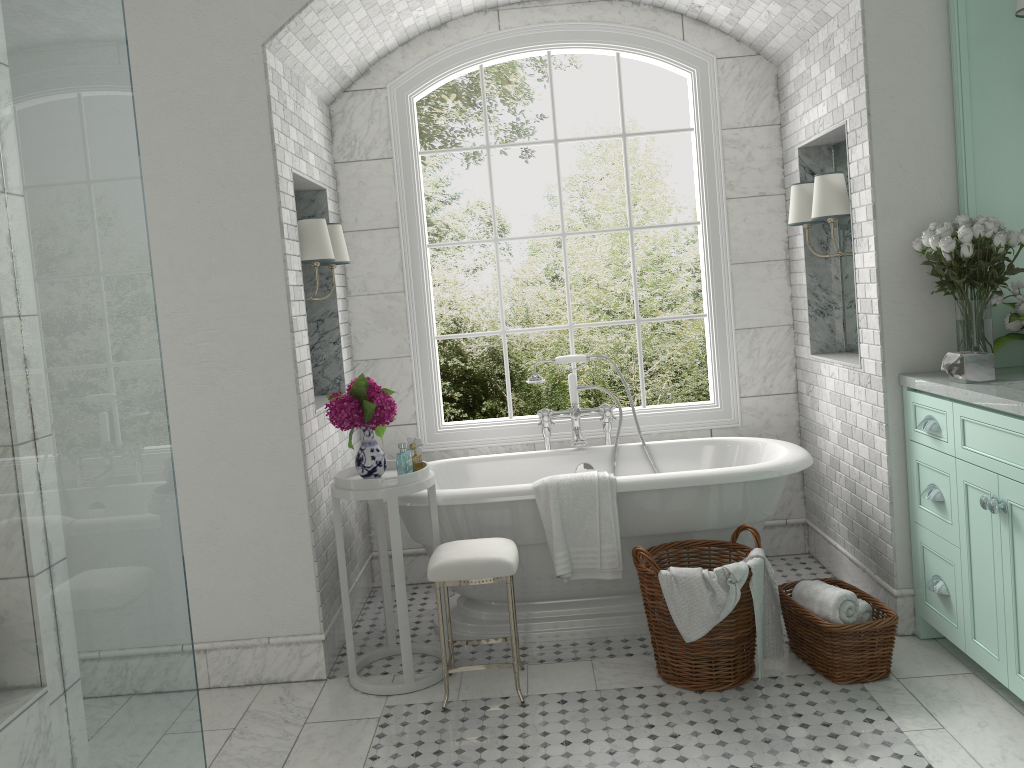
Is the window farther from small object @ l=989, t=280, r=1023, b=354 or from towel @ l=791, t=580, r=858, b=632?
small object @ l=989, t=280, r=1023, b=354

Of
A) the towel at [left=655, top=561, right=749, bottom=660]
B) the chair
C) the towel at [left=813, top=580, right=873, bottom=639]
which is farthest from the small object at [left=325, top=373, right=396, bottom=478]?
the towel at [left=813, top=580, right=873, bottom=639]

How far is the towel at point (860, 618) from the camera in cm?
358

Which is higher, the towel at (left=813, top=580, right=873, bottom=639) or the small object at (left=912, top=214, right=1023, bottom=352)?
the small object at (left=912, top=214, right=1023, bottom=352)

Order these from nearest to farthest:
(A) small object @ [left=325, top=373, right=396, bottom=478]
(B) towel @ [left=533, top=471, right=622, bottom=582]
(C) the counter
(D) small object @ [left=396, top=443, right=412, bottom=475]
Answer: (C) the counter, (A) small object @ [left=325, top=373, right=396, bottom=478], (B) towel @ [left=533, top=471, right=622, bottom=582], (D) small object @ [left=396, top=443, right=412, bottom=475]

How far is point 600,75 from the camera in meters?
9.8

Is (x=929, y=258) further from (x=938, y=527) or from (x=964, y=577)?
(x=964, y=577)

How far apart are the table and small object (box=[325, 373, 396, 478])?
0.0 meters

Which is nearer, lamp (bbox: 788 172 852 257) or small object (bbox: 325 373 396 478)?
small object (bbox: 325 373 396 478)

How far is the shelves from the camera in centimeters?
358cm
